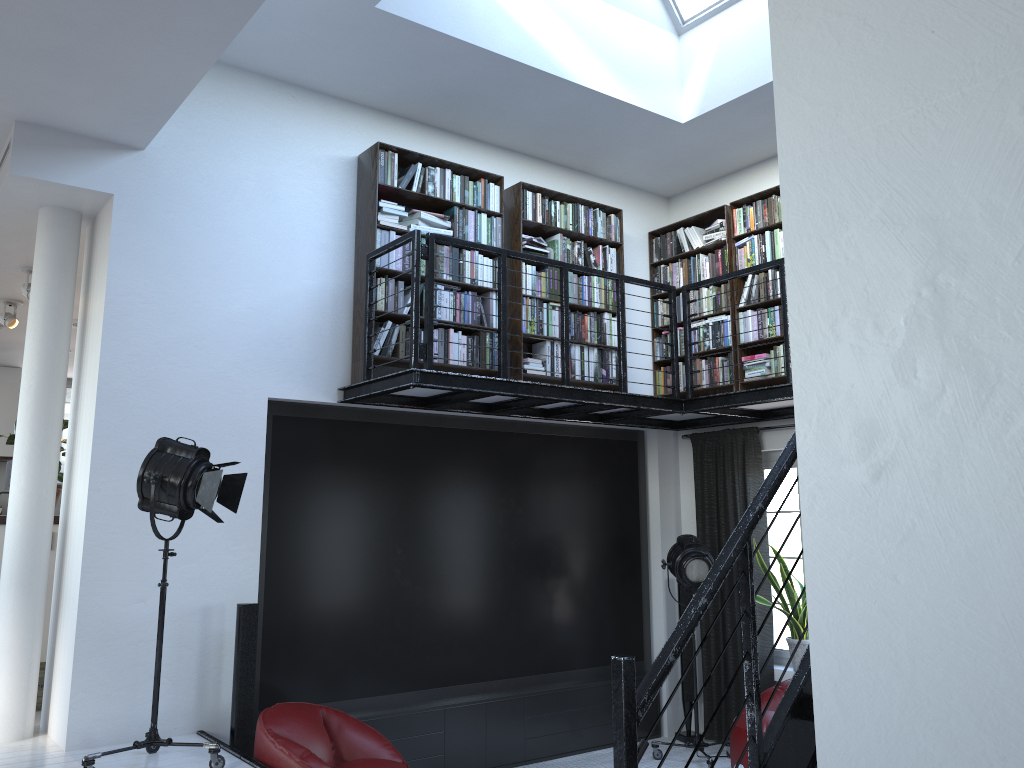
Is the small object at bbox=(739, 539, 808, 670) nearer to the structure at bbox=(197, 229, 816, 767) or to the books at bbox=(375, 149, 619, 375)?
the structure at bbox=(197, 229, 816, 767)

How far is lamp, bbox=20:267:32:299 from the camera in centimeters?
651cm

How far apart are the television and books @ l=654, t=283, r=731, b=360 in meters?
0.7 m

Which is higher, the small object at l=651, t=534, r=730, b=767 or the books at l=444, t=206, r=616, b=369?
the books at l=444, t=206, r=616, b=369

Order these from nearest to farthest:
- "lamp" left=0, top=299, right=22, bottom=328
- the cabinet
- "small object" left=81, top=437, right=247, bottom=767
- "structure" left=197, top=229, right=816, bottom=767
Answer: "structure" left=197, top=229, right=816, bottom=767 < "small object" left=81, top=437, right=247, bottom=767 < "lamp" left=0, top=299, right=22, bottom=328 < the cabinet

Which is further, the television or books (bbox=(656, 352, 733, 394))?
books (bbox=(656, 352, 733, 394))

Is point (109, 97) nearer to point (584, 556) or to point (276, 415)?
point (276, 415)

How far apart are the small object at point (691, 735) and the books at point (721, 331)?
1.9m

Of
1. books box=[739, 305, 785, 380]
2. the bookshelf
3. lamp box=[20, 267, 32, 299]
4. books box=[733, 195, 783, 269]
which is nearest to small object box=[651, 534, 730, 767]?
the bookshelf

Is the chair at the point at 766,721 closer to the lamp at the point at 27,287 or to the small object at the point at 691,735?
the small object at the point at 691,735
